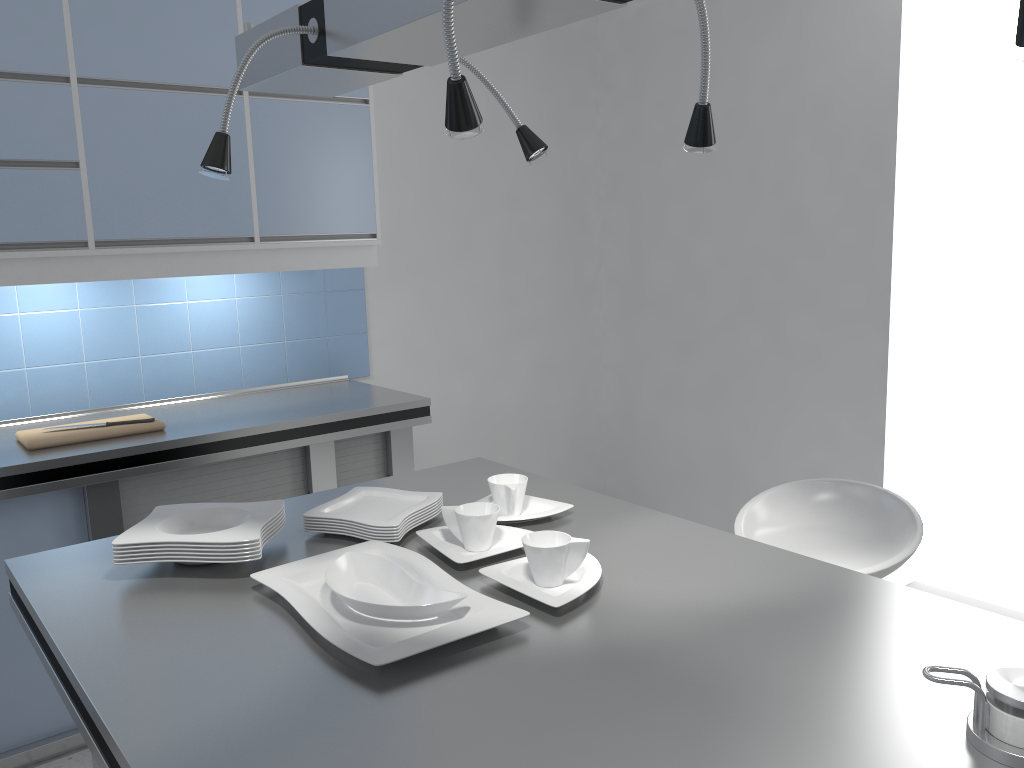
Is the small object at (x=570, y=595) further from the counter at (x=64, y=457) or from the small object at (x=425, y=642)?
the counter at (x=64, y=457)

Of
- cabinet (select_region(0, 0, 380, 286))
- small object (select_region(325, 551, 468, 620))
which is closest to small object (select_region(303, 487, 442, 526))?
small object (select_region(325, 551, 468, 620))

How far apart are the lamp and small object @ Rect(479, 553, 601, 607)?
0.74m

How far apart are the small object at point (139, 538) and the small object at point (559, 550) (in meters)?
0.51

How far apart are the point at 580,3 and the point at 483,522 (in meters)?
0.97

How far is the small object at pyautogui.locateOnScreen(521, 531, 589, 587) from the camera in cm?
155

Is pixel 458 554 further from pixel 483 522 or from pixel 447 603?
pixel 447 603

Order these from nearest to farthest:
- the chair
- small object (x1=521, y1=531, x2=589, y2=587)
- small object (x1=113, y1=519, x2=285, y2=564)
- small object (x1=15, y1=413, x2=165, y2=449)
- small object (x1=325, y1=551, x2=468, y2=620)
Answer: small object (x1=325, y1=551, x2=468, y2=620) < small object (x1=521, y1=531, x2=589, y2=587) < small object (x1=113, y1=519, x2=285, y2=564) < the chair < small object (x1=15, y1=413, x2=165, y2=449)

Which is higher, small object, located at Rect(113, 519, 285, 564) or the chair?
small object, located at Rect(113, 519, 285, 564)

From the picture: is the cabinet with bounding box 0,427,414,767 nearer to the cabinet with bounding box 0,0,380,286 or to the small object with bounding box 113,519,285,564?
the cabinet with bounding box 0,0,380,286
